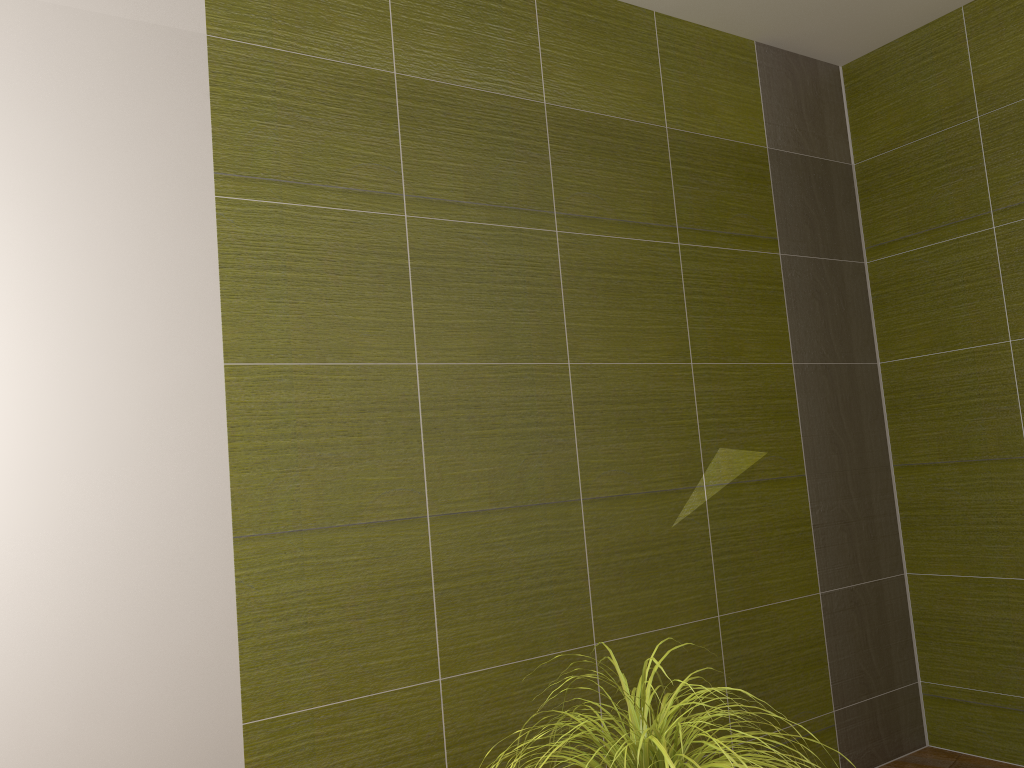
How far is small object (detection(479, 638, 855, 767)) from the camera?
1.2 meters

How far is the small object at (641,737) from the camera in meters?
1.2

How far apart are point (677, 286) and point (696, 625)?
1.1 meters

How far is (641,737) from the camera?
1.18m
